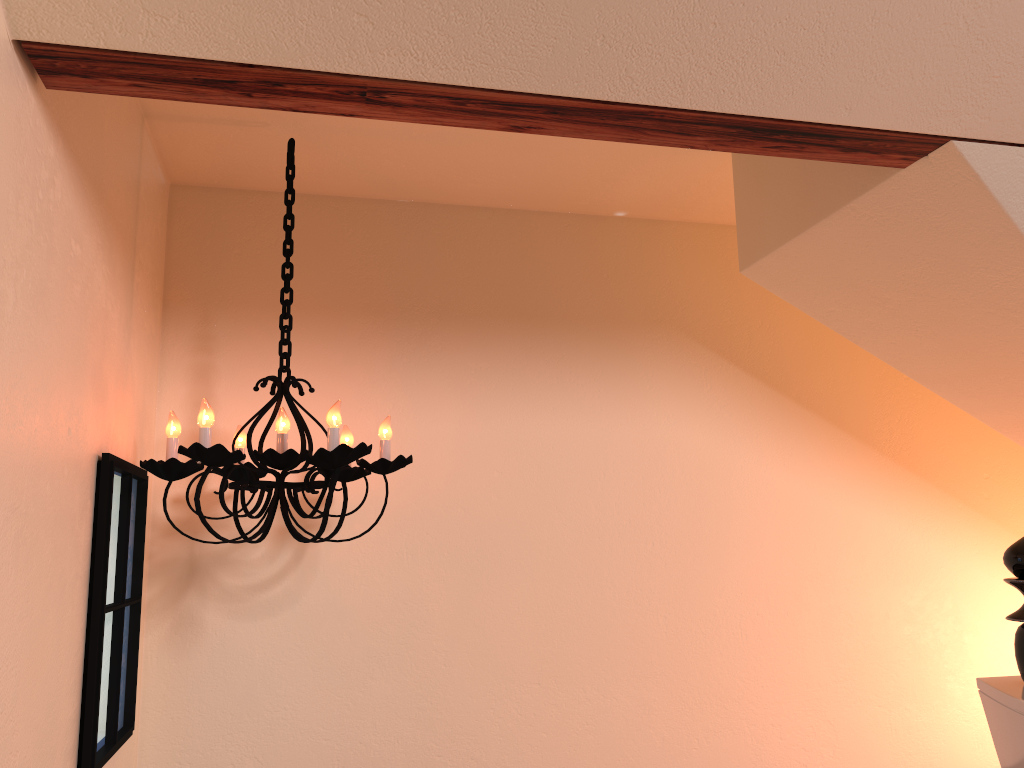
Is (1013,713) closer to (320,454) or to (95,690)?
(320,454)

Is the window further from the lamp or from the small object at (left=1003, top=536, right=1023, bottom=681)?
the small object at (left=1003, top=536, right=1023, bottom=681)

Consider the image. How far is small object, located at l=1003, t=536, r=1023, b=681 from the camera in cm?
121

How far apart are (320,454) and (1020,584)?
1.28m

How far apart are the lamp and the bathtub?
1.2m

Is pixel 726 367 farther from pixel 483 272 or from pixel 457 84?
pixel 457 84

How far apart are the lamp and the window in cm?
3

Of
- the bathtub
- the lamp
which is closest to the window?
the lamp

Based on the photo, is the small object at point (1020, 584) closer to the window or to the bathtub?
the bathtub

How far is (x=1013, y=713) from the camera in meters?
1.1
